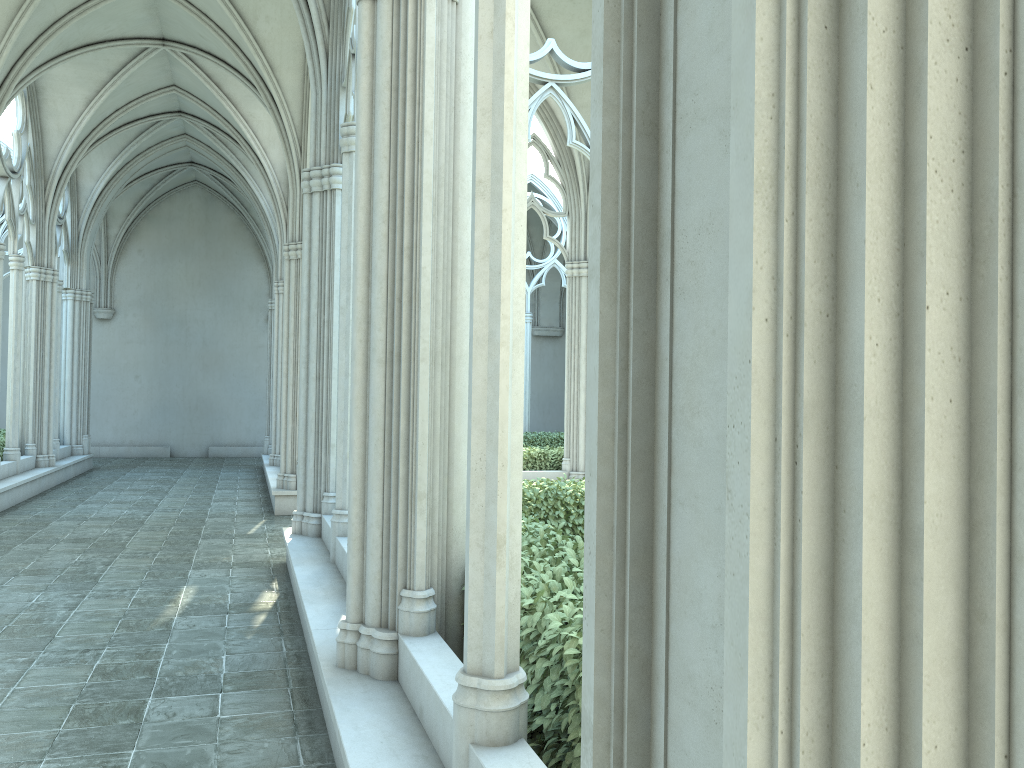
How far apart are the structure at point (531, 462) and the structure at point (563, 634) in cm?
545

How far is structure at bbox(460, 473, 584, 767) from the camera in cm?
331

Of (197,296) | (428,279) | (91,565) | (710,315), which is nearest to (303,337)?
(91,565)

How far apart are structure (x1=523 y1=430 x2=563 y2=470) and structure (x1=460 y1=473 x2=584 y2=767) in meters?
5.4

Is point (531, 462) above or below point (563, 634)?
below

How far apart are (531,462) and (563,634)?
11.6 meters

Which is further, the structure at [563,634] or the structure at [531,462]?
the structure at [531,462]

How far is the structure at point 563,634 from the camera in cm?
331

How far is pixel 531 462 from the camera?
14.95m

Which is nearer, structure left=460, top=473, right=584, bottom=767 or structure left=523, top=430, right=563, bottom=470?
structure left=460, top=473, right=584, bottom=767
